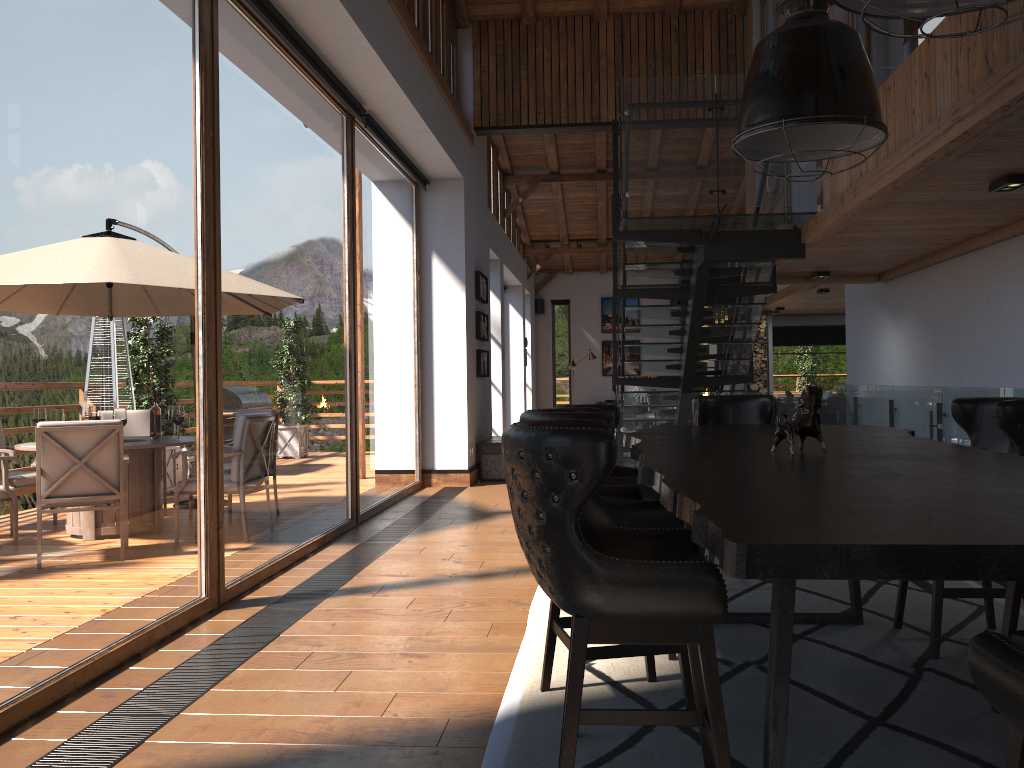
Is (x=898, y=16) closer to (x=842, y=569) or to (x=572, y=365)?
(x=842, y=569)

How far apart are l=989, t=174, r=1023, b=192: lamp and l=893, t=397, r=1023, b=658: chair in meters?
1.9 m

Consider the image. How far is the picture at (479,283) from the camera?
10.93m

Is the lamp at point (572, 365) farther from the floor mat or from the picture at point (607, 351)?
the floor mat

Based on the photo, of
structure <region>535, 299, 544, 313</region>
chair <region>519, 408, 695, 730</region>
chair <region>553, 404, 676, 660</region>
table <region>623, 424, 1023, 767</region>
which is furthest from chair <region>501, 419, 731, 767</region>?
structure <region>535, 299, 544, 313</region>

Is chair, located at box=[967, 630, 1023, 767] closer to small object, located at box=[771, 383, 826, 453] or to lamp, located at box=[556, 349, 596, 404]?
small object, located at box=[771, 383, 826, 453]

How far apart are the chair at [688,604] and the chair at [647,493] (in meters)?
1.31

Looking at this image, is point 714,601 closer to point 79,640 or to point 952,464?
point 952,464

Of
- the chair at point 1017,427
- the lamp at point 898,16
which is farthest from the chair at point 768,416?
the lamp at point 898,16

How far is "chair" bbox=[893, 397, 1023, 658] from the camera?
3.6 meters
